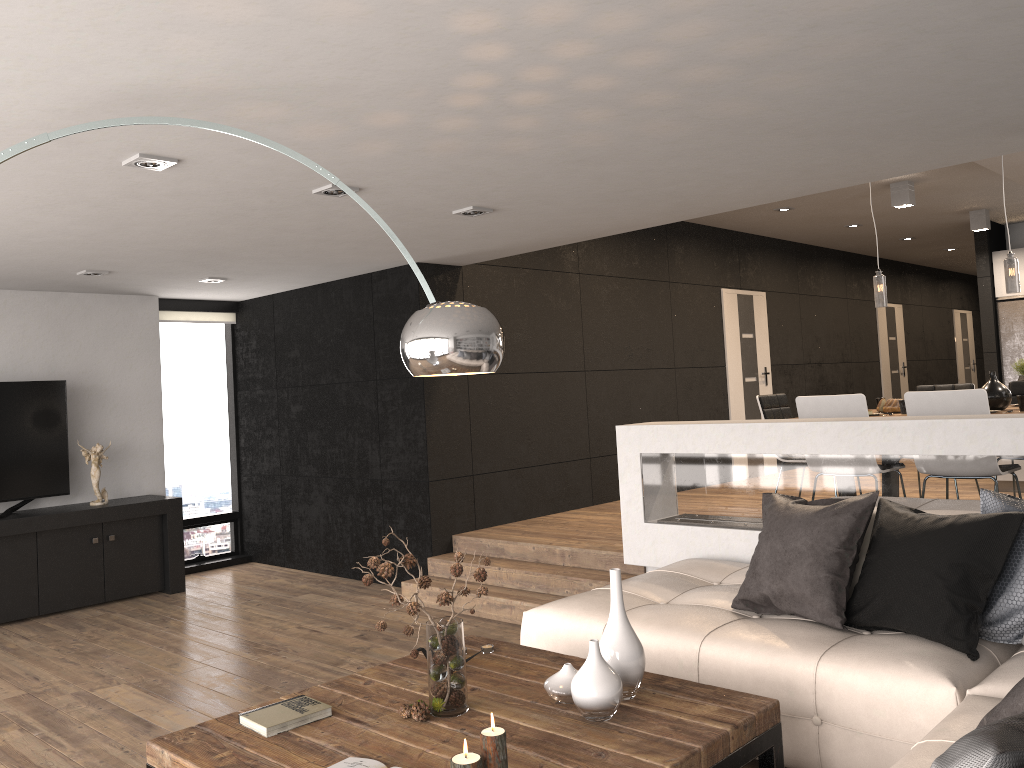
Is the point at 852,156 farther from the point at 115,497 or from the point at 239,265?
the point at 115,497

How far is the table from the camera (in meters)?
2.43

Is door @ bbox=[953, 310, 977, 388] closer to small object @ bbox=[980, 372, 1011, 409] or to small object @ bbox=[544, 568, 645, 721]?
small object @ bbox=[980, 372, 1011, 409]

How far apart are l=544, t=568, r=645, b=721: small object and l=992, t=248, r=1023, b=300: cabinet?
9.2m

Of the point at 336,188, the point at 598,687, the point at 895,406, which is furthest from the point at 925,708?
the point at 895,406

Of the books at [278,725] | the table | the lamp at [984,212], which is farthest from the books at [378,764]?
the lamp at [984,212]

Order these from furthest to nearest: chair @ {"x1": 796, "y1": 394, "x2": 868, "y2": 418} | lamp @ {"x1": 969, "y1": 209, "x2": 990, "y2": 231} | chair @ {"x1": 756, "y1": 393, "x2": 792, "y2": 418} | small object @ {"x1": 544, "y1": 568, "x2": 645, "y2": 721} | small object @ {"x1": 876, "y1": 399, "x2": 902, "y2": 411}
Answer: lamp @ {"x1": 969, "y1": 209, "x2": 990, "y2": 231}, chair @ {"x1": 756, "y1": 393, "x2": 792, "y2": 418}, small object @ {"x1": 876, "y1": 399, "x2": 902, "y2": 411}, chair @ {"x1": 796, "y1": 394, "x2": 868, "y2": 418}, small object @ {"x1": 544, "y1": 568, "x2": 645, "y2": 721}

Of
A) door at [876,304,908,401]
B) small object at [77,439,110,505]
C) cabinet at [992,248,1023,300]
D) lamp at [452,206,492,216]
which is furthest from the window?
door at [876,304,908,401]

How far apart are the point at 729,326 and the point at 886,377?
4.4m

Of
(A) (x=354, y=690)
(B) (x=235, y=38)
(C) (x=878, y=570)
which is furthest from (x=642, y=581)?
(B) (x=235, y=38)
